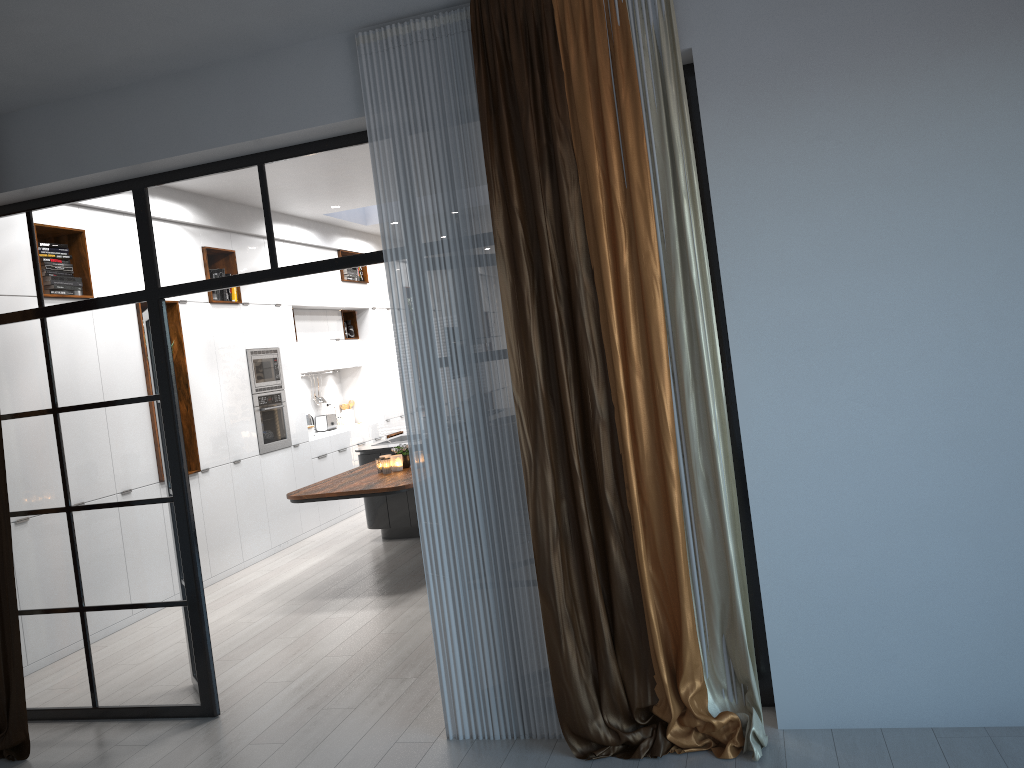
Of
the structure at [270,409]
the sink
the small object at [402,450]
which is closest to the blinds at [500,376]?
the small object at [402,450]

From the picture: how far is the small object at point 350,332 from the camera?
11.13m

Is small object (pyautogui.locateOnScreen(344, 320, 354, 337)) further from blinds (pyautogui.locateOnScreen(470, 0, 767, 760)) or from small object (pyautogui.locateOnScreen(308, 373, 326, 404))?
blinds (pyautogui.locateOnScreen(470, 0, 767, 760))

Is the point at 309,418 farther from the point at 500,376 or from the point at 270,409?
the point at 500,376

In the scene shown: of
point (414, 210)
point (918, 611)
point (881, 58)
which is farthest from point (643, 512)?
point (881, 58)

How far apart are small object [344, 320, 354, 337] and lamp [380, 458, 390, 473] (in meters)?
4.52

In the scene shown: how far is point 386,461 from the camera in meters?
6.9

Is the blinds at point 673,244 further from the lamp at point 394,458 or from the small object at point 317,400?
the small object at point 317,400

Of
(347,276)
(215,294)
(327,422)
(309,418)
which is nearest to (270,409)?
(215,294)

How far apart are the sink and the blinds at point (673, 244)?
5.8m
